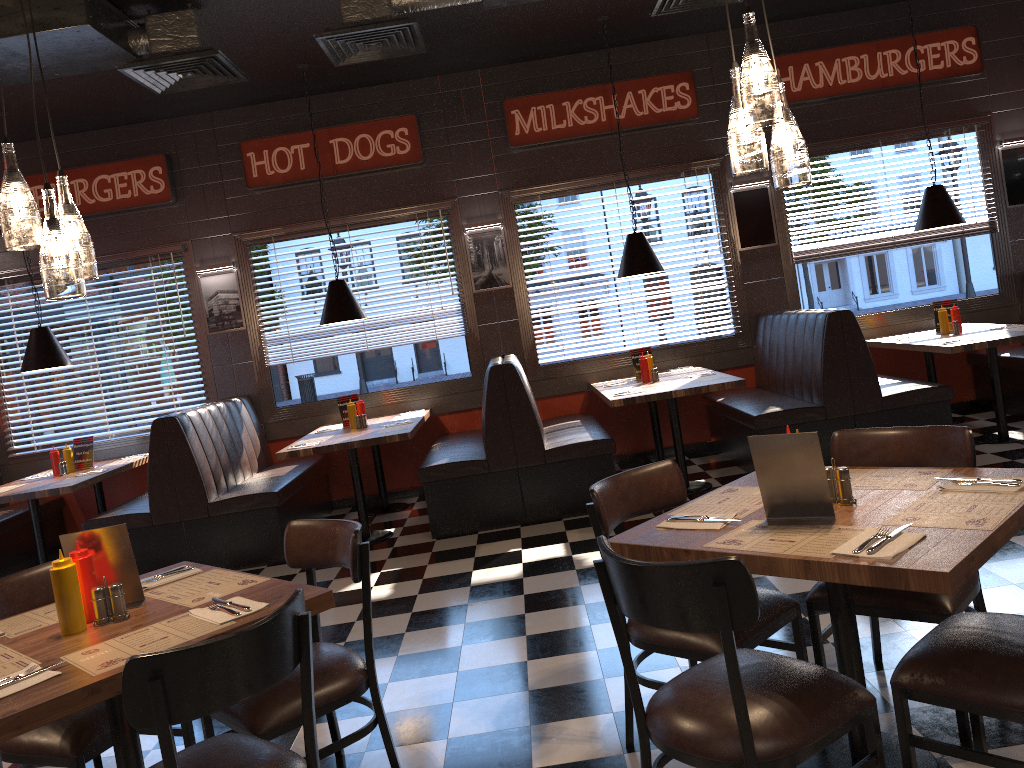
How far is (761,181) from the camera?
7.7 meters

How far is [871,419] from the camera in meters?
6.2 m

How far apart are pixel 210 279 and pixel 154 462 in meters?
2.2 m

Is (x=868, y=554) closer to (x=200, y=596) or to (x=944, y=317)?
(x=200, y=596)

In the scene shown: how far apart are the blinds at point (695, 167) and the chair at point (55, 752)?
5.37m

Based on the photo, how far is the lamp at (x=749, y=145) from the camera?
2.51m

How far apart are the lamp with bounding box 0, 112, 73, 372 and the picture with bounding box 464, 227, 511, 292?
3.4m

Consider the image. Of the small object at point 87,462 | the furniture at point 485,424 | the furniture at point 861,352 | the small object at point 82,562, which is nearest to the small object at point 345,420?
the furniture at point 485,424

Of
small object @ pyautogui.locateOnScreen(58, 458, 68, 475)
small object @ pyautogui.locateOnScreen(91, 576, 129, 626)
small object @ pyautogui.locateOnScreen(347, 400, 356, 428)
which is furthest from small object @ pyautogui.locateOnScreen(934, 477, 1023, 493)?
small object @ pyautogui.locateOnScreen(58, 458, 68, 475)

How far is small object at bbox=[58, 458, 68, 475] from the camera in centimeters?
701cm
